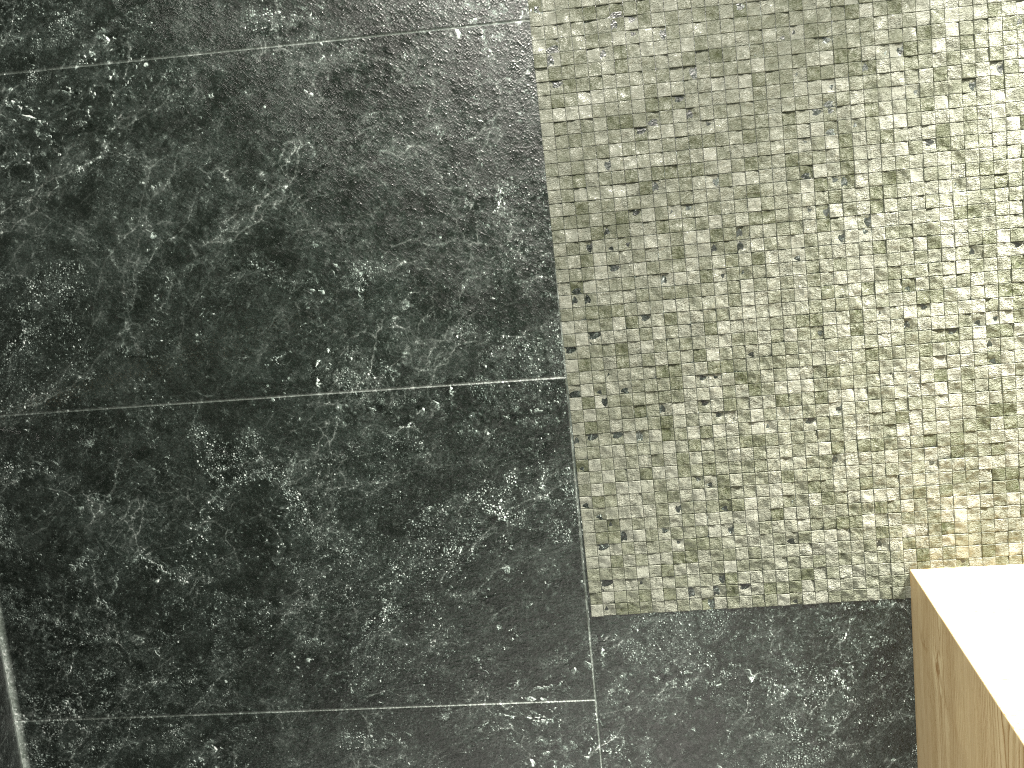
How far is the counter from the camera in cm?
95

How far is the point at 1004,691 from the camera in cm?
95

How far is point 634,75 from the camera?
1.31m

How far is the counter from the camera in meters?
1.0
